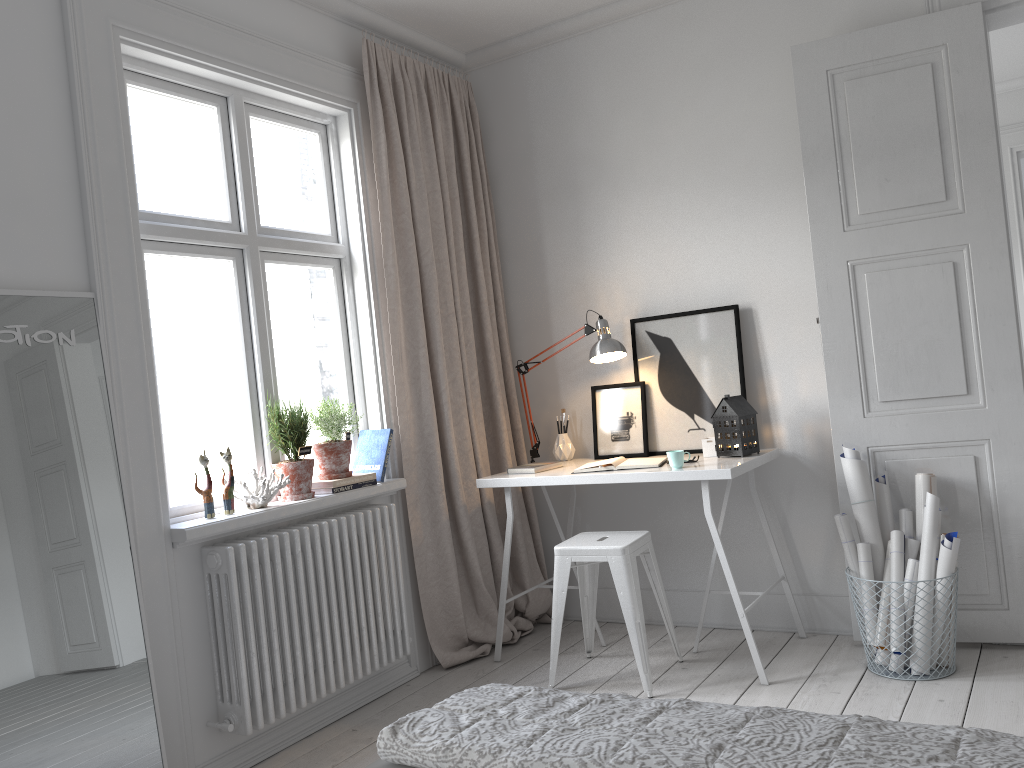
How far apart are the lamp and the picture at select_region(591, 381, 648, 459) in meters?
0.1 m

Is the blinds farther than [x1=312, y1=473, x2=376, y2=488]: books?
Yes

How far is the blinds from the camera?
3.7m

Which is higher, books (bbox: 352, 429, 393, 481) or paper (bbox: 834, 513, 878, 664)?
books (bbox: 352, 429, 393, 481)

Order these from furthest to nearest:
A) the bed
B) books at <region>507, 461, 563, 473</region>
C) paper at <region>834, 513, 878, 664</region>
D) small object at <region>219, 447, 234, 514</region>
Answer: books at <region>507, 461, 563, 473</region>
paper at <region>834, 513, 878, 664</region>
small object at <region>219, 447, 234, 514</region>
the bed

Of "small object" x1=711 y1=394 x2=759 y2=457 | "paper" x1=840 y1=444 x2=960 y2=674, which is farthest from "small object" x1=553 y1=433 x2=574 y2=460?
"paper" x1=840 y1=444 x2=960 y2=674

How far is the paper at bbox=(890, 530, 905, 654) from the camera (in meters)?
3.15

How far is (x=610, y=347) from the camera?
3.8m

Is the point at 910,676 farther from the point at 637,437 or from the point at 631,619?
the point at 637,437

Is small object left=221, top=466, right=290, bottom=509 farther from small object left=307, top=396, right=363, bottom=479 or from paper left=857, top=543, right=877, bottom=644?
paper left=857, top=543, right=877, bottom=644
